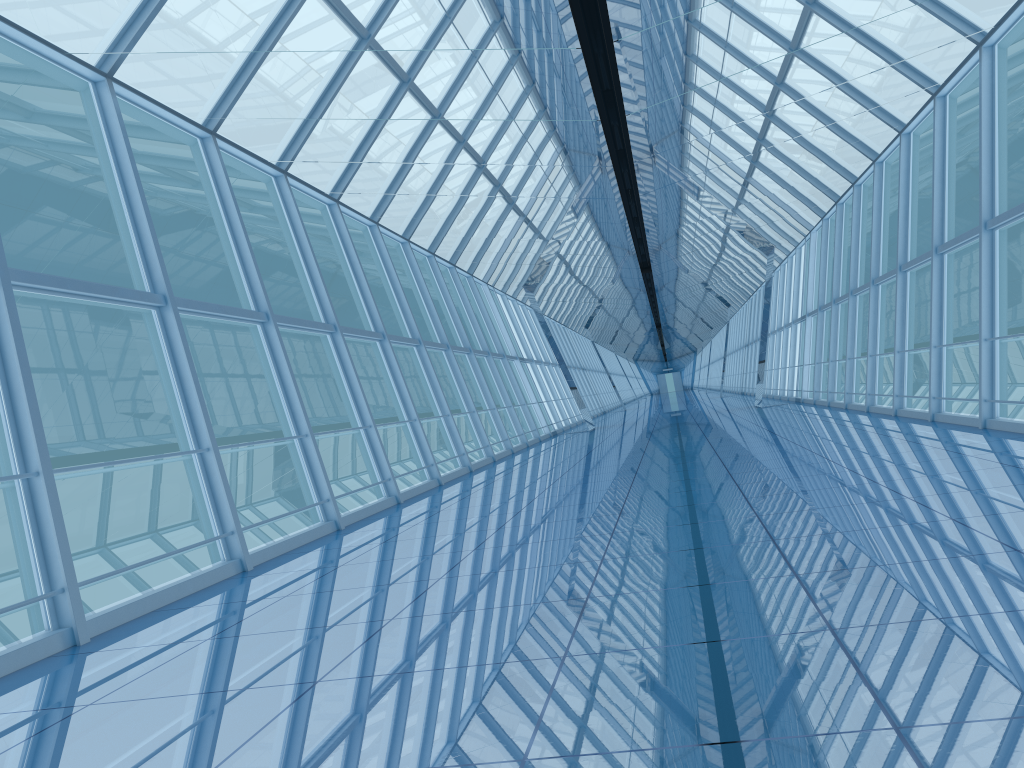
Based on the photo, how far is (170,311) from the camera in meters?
7.5 m

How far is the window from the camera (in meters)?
7.53

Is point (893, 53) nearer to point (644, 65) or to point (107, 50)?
point (644, 65)

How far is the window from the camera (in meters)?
7.53
